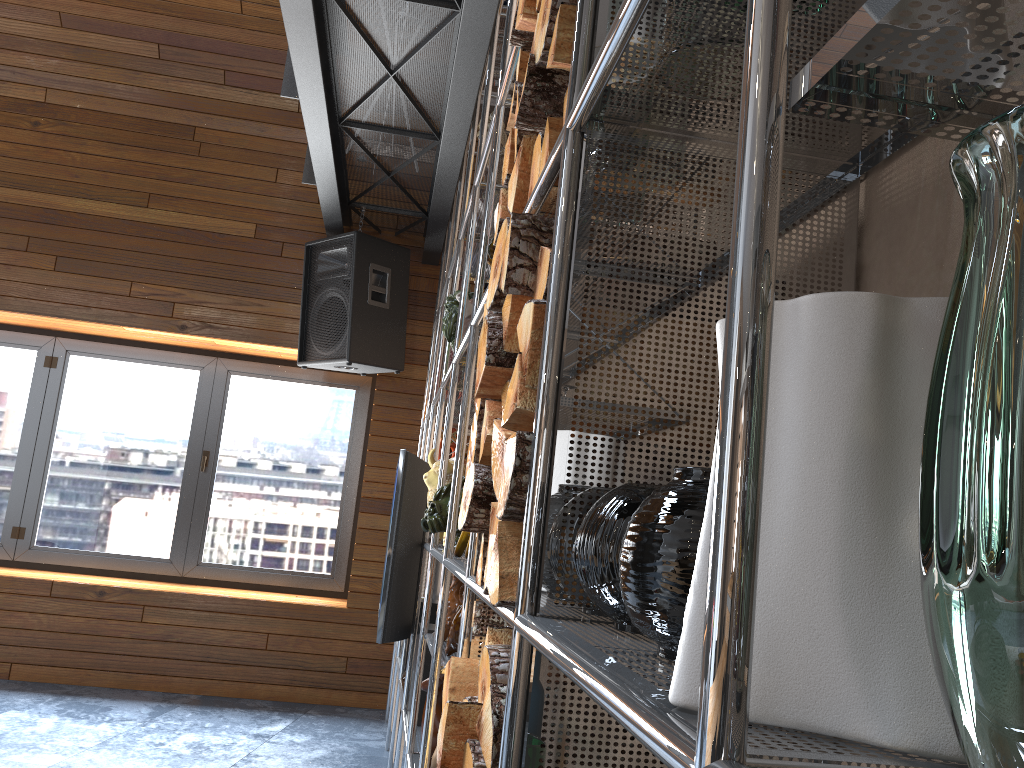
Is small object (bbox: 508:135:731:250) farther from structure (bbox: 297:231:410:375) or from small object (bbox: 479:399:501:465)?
structure (bbox: 297:231:410:375)

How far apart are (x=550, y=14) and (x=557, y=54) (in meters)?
0.08

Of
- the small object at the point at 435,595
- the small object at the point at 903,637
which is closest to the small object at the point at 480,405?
the small object at the point at 903,637

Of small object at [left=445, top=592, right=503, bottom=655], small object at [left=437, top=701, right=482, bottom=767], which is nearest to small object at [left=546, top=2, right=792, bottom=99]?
small object at [left=437, top=701, right=482, bottom=767]

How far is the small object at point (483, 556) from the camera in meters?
1.3

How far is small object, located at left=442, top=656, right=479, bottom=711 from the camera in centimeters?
133cm

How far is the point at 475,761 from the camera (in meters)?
0.98

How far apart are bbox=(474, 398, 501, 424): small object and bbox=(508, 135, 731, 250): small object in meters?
0.3 m

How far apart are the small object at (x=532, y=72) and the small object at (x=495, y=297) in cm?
14

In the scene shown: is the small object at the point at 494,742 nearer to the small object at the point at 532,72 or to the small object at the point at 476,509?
the small object at the point at 476,509
